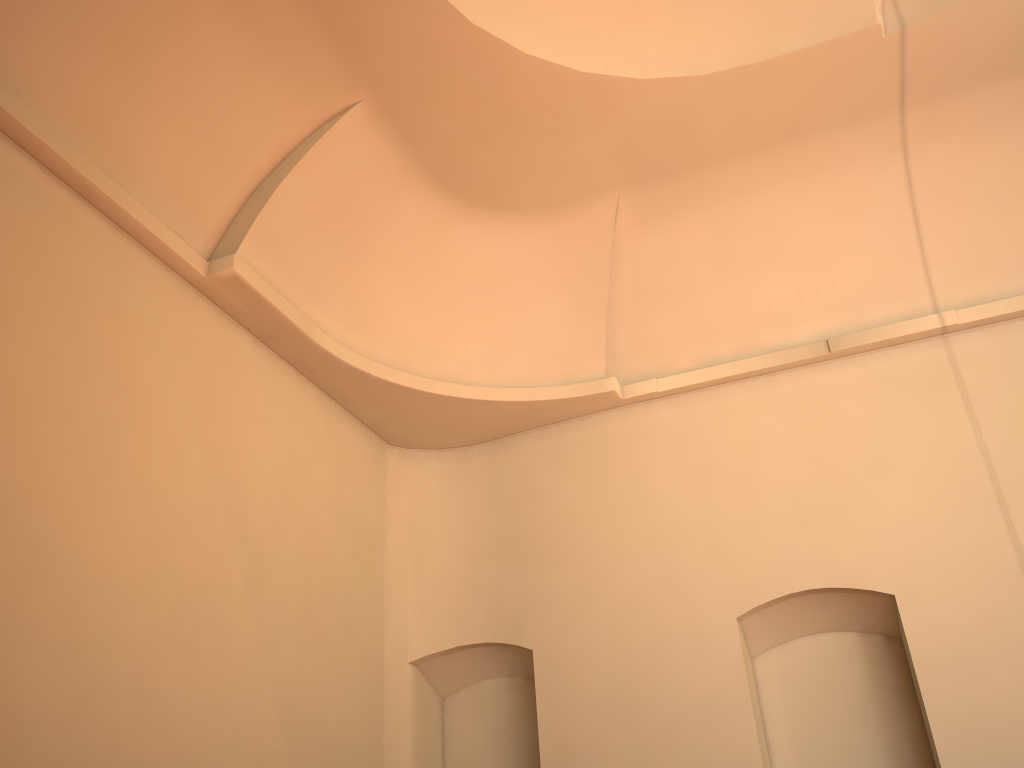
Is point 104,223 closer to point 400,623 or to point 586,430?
point 400,623

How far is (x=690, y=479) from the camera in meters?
8.5
